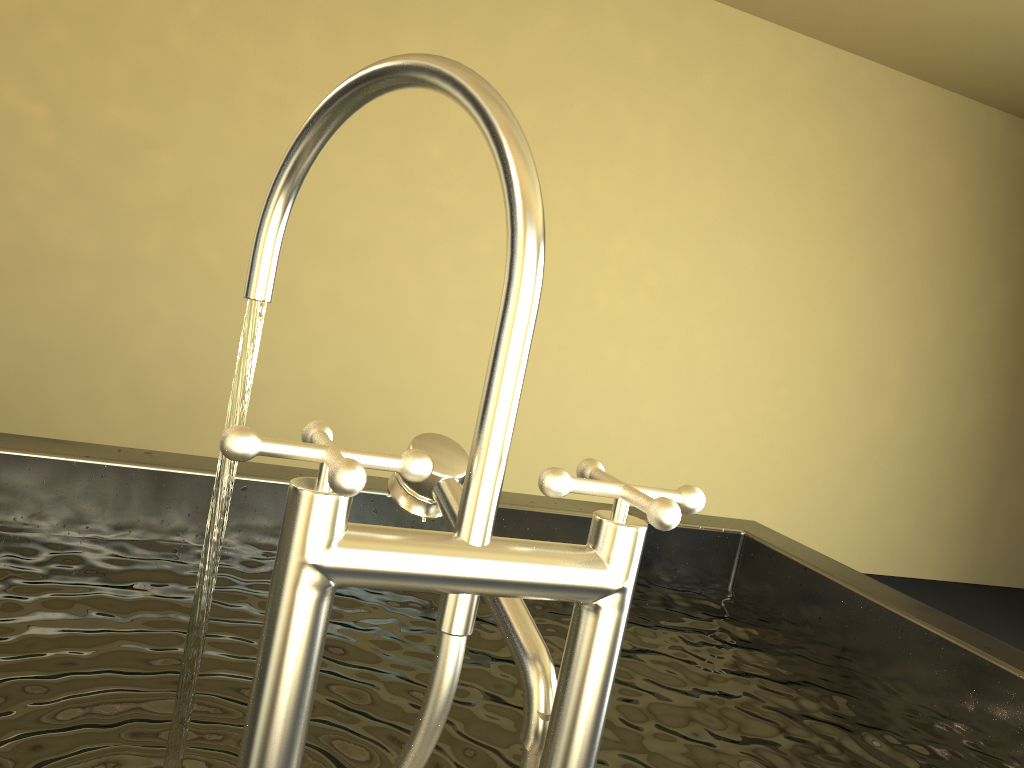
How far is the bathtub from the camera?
0.4 meters

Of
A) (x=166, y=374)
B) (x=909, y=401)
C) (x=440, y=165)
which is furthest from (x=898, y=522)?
(x=166, y=374)

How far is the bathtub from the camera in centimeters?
43cm

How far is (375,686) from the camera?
1.0m

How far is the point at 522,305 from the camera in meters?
0.4
